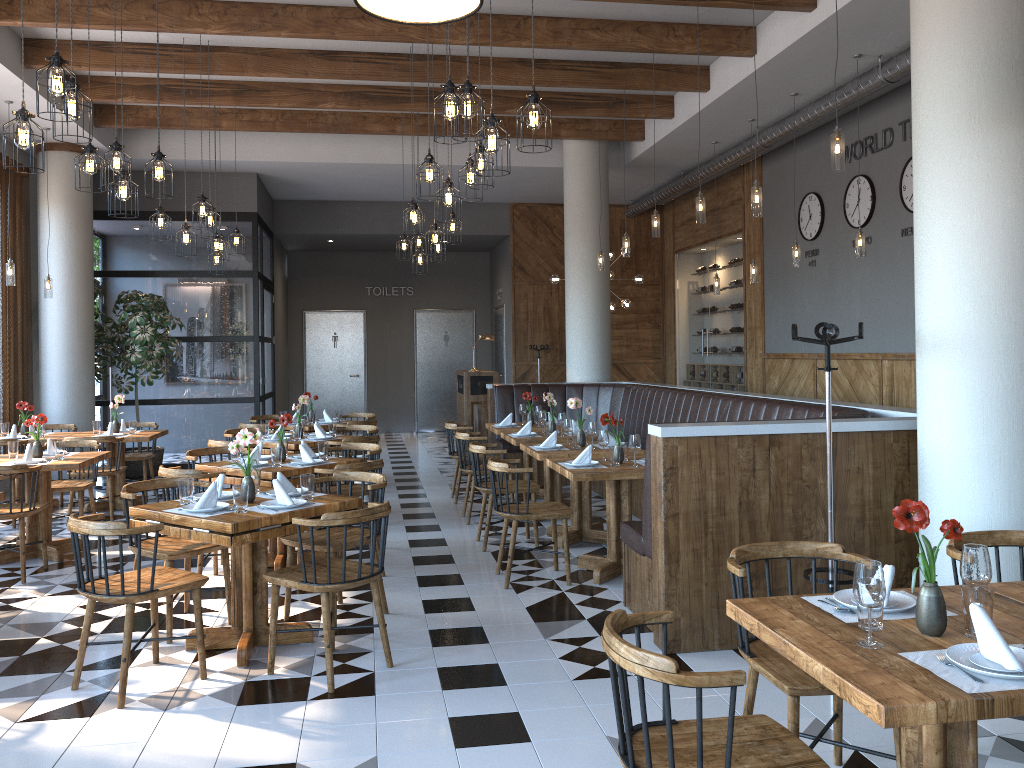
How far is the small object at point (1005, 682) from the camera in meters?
2.1

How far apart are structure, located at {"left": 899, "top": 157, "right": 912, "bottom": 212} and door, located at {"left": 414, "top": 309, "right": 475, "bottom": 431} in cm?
999

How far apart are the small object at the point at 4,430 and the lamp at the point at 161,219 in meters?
2.9

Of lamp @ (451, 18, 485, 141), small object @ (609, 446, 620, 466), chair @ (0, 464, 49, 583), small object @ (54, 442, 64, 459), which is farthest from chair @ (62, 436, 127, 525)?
lamp @ (451, 18, 485, 141)

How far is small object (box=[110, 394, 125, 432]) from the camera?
9.0m

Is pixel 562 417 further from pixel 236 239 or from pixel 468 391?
pixel 236 239

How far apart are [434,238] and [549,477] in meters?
2.5 m

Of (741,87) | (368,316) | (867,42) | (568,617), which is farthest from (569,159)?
(568,617)

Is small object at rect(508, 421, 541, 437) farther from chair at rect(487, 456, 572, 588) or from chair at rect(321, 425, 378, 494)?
chair at rect(487, 456, 572, 588)

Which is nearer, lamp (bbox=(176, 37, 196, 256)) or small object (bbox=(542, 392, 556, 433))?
lamp (bbox=(176, 37, 196, 256))
